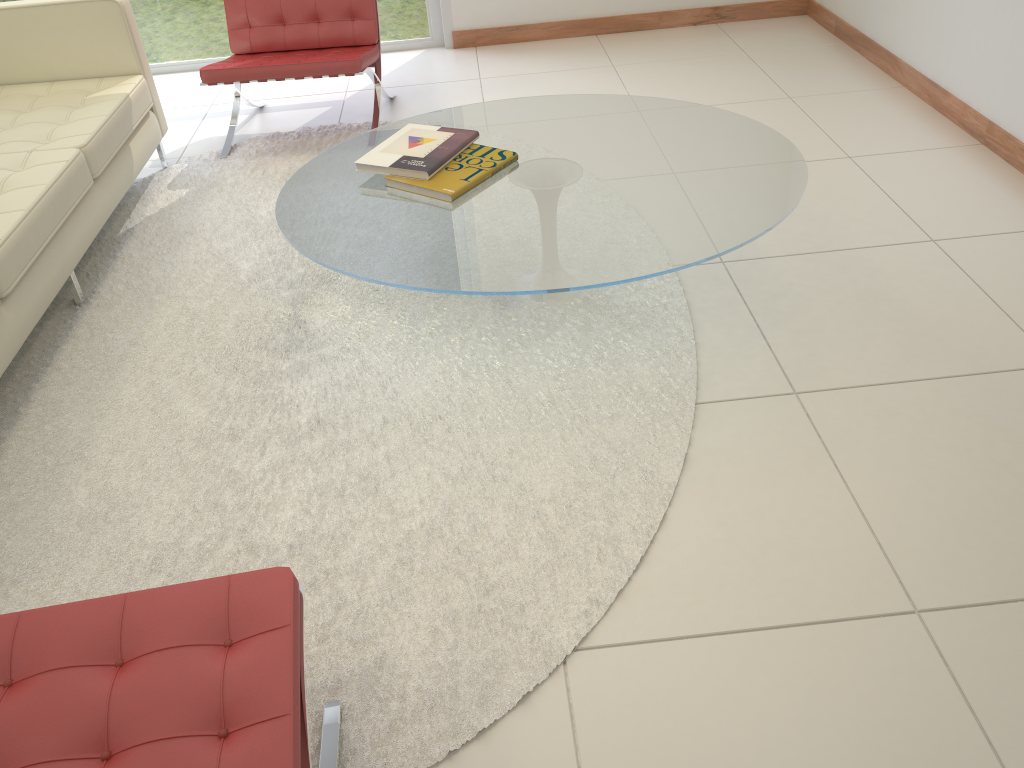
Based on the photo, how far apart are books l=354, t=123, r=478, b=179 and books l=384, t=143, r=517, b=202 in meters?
0.0

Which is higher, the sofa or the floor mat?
the sofa

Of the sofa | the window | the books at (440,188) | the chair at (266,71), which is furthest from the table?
the window

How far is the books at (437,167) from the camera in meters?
2.5 m

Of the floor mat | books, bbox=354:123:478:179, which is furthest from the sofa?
books, bbox=354:123:478:179

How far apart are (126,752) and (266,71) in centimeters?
305cm

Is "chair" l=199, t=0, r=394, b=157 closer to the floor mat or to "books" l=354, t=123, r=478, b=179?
the floor mat

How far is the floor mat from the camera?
1.8 meters

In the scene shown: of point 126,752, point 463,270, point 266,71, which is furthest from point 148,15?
point 126,752

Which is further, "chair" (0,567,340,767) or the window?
the window
